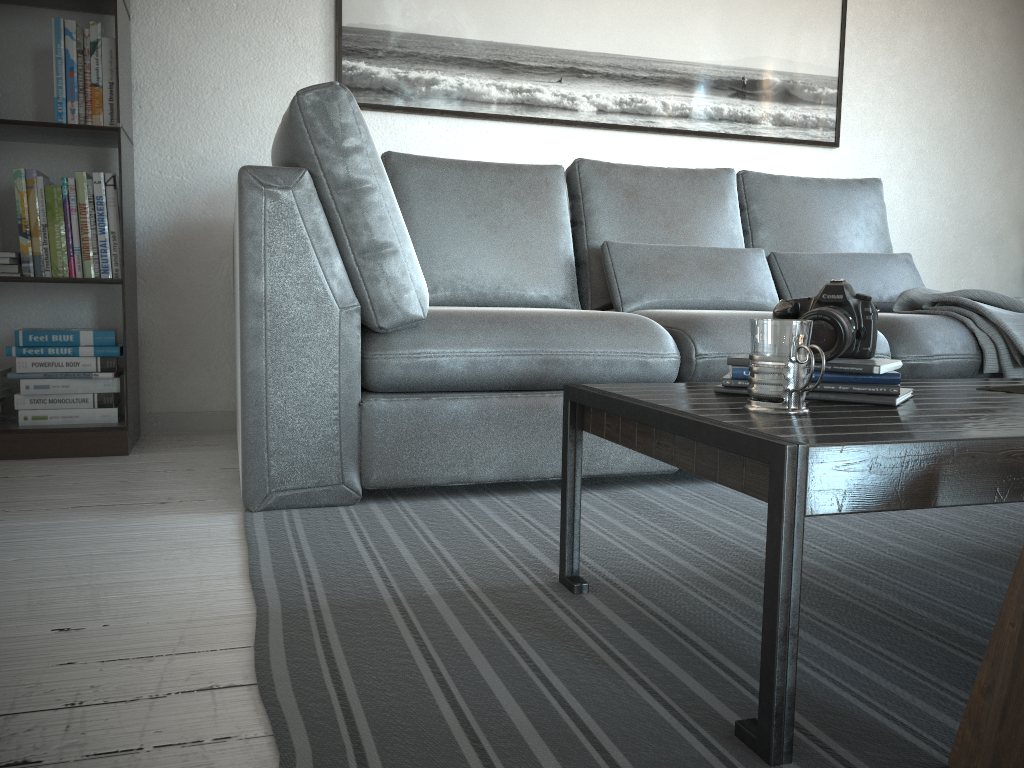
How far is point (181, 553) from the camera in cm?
156

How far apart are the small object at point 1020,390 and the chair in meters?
0.7 m

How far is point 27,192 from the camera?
2.4m

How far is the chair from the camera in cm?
80

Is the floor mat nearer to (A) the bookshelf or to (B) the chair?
(B) the chair

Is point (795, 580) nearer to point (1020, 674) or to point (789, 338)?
point (1020, 674)

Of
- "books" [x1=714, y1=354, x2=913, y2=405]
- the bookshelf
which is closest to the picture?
the bookshelf

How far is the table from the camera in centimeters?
86cm

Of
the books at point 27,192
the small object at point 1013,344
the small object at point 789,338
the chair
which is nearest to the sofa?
the small object at point 1013,344

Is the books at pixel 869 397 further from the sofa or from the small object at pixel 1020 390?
the sofa
